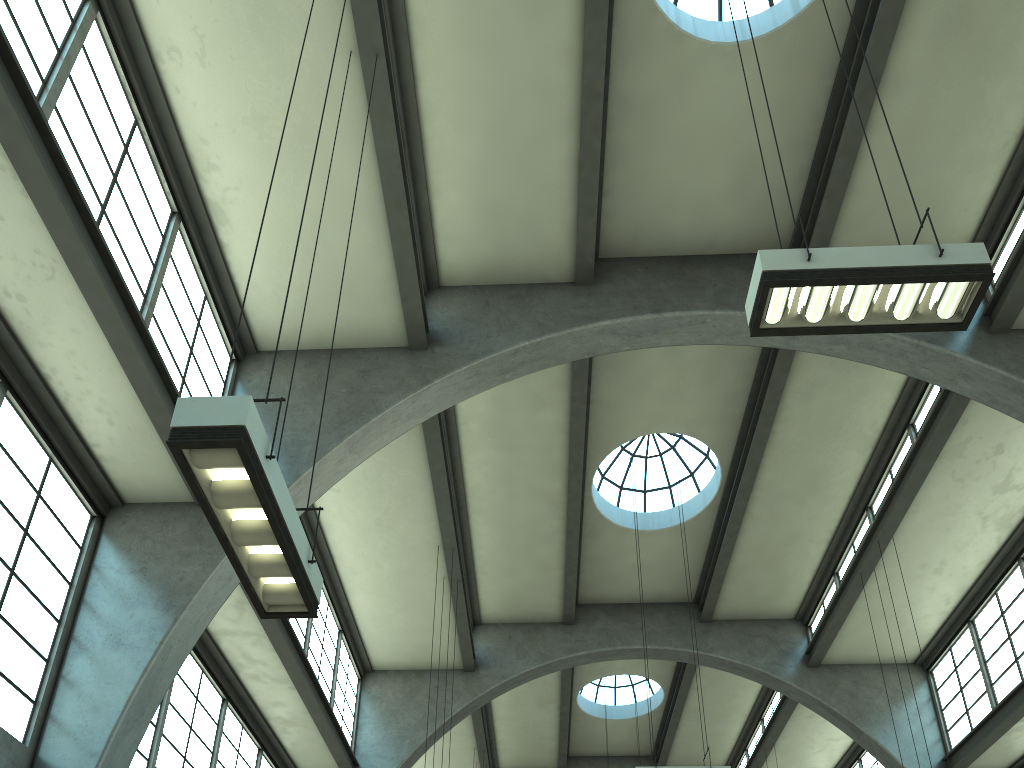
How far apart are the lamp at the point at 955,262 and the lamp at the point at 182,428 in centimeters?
373cm

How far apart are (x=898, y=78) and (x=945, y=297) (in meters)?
6.35

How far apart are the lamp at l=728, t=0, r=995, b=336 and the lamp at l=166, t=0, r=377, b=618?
3.7m

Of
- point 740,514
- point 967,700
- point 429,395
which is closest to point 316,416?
point 429,395

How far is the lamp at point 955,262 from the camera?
6.0m

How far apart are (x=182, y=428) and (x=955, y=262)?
5.6m

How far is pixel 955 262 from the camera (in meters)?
5.99

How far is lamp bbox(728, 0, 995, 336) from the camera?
6.0 meters

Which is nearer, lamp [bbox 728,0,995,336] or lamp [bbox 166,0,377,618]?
lamp [bbox 166,0,377,618]

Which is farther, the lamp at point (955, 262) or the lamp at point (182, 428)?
the lamp at point (955, 262)
